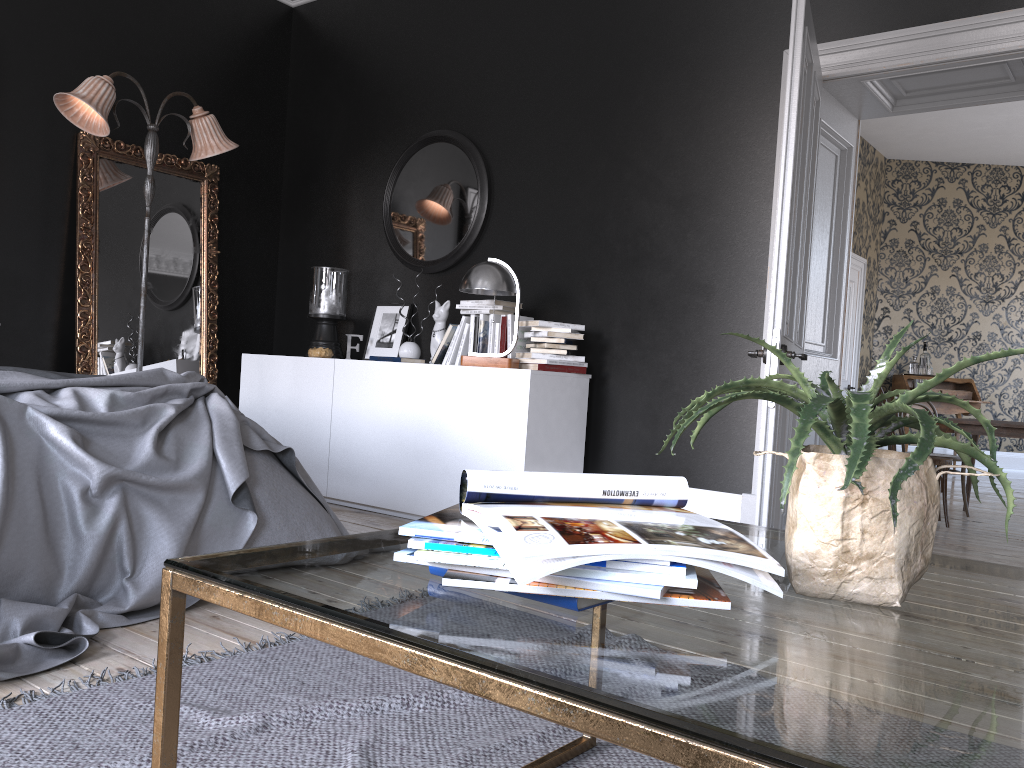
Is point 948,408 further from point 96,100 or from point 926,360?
point 96,100

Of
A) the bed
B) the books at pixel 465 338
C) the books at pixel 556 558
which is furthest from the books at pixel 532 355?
the books at pixel 556 558

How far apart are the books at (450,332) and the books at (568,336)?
0.8m

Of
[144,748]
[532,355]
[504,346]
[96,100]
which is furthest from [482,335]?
[144,748]

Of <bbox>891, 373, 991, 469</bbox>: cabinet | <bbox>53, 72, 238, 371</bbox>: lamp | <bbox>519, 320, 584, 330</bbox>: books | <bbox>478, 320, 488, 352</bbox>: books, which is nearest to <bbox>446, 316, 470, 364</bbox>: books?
<bbox>478, 320, 488, 352</bbox>: books

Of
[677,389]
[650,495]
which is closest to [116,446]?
[650,495]

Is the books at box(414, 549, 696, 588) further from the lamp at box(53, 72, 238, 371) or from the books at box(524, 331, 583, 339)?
the lamp at box(53, 72, 238, 371)

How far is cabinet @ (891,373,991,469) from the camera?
10.47m

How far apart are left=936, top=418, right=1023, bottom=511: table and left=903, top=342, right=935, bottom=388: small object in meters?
4.0 m

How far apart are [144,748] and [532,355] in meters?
3.1
